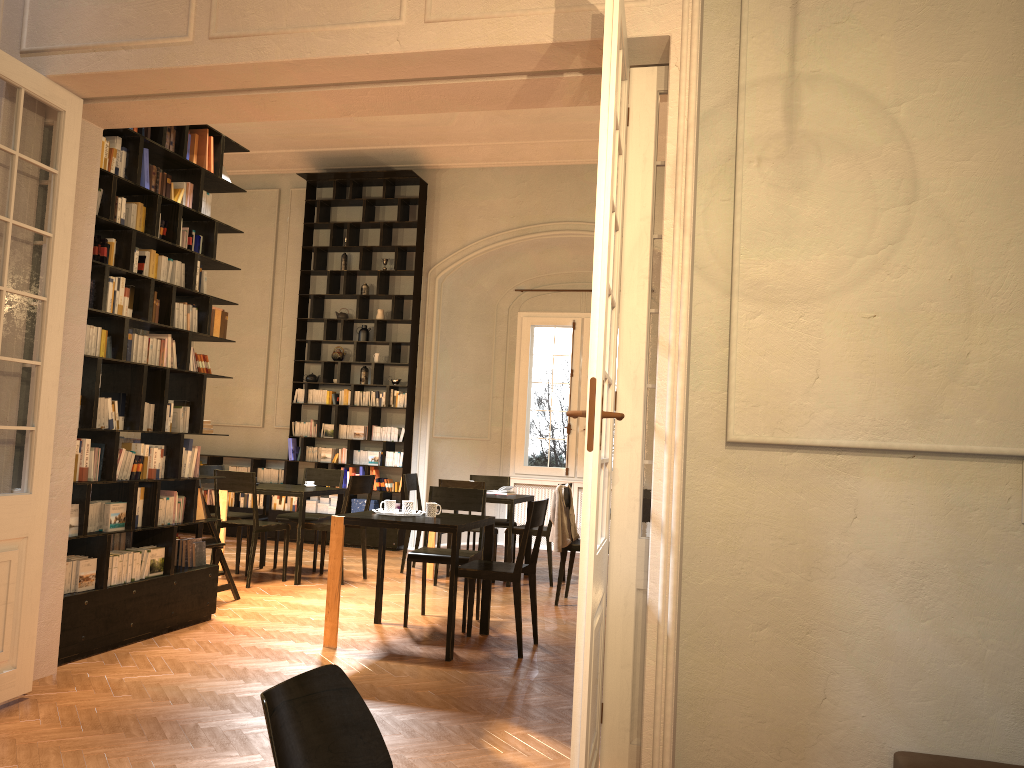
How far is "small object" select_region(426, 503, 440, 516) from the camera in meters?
6.5 m

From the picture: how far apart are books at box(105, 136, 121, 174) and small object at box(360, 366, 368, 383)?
6.39m

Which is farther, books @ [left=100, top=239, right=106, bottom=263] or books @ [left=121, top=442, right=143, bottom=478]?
books @ [left=121, top=442, right=143, bottom=478]

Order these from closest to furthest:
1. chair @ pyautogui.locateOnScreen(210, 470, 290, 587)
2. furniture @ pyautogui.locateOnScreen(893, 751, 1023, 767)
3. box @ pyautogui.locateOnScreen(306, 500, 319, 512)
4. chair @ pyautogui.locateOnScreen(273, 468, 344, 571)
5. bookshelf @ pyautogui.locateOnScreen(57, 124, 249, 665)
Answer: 1. furniture @ pyautogui.locateOnScreen(893, 751, 1023, 767)
2. bookshelf @ pyautogui.locateOnScreen(57, 124, 249, 665)
3. chair @ pyautogui.locateOnScreen(210, 470, 290, 587)
4. chair @ pyautogui.locateOnScreen(273, 468, 344, 571)
5. box @ pyautogui.locateOnScreen(306, 500, 319, 512)

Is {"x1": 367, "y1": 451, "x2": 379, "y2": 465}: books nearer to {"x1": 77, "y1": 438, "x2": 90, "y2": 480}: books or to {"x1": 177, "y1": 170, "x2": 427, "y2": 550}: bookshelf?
{"x1": 177, "y1": 170, "x2": 427, "y2": 550}: bookshelf

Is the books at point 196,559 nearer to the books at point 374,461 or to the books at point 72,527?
the books at point 72,527

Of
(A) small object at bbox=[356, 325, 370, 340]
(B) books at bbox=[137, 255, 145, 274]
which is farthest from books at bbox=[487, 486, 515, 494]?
(B) books at bbox=[137, 255, 145, 274]

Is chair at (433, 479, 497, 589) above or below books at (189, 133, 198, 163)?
below

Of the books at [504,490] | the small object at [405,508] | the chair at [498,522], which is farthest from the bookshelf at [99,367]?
the chair at [498,522]

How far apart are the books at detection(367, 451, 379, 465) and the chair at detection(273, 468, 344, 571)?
1.7 meters
